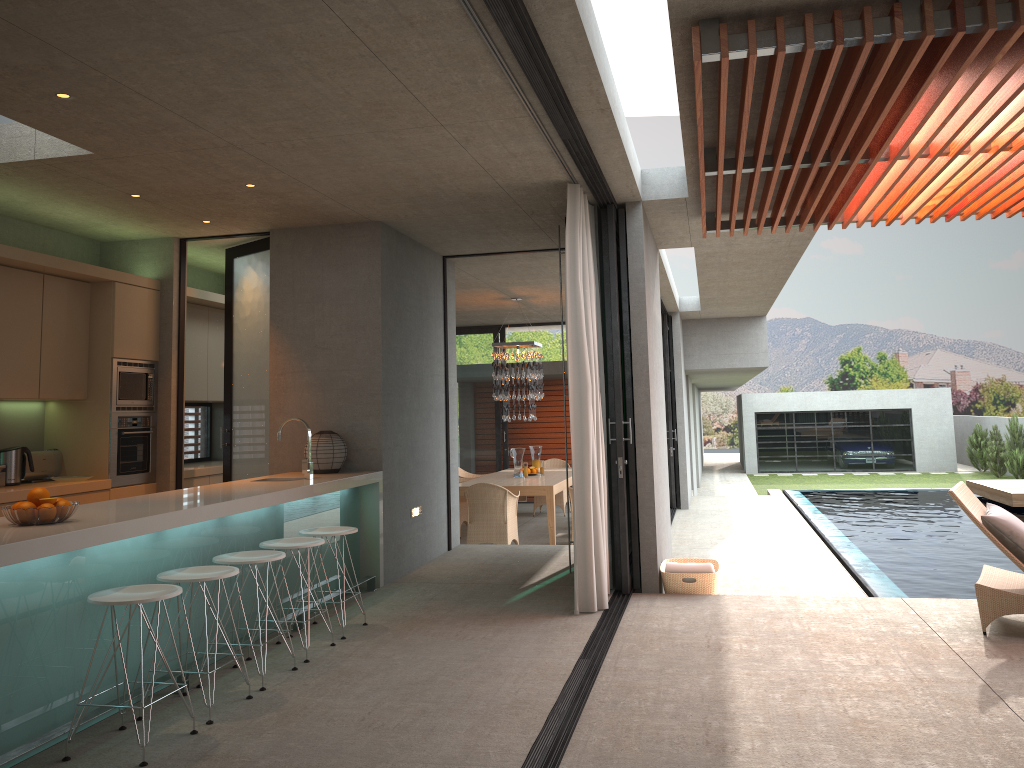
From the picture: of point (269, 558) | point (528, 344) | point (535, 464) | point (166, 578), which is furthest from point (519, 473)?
point (166, 578)

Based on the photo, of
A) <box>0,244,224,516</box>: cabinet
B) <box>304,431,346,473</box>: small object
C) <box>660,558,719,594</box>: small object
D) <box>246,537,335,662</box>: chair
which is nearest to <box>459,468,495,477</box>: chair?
<box>0,244,224,516</box>: cabinet

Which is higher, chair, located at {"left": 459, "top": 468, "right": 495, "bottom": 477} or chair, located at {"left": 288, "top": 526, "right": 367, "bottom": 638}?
chair, located at {"left": 288, "top": 526, "right": 367, "bottom": 638}

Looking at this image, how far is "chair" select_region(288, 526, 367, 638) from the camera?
5.71m

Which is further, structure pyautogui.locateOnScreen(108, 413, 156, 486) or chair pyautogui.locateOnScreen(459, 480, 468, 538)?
chair pyautogui.locateOnScreen(459, 480, 468, 538)

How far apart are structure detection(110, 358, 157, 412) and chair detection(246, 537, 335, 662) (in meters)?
2.62

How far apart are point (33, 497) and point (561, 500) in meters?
10.5

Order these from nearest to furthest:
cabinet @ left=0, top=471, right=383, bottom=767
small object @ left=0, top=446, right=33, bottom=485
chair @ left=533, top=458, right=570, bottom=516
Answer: cabinet @ left=0, top=471, right=383, bottom=767, small object @ left=0, top=446, right=33, bottom=485, chair @ left=533, top=458, right=570, bottom=516

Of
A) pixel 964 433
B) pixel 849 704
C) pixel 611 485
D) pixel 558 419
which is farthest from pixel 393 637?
pixel 964 433

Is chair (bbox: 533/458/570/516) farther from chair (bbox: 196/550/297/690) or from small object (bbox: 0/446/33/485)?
chair (bbox: 196/550/297/690)
